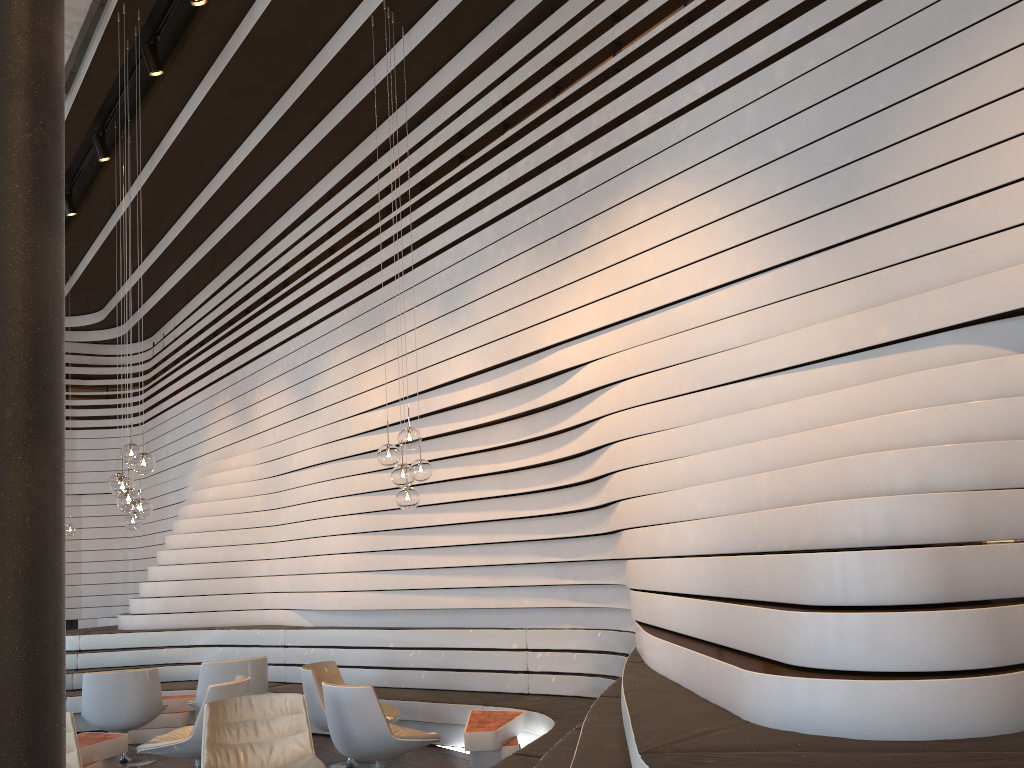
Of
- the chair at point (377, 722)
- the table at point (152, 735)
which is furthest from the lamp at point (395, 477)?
the table at point (152, 735)

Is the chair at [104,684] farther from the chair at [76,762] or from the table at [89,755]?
the chair at [76,762]

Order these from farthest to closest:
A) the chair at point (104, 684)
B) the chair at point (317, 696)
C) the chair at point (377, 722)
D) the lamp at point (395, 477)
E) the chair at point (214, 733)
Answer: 1. the chair at point (104, 684)
2. the chair at point (317, 696)
3. the lamp at point (395, 477)
4. the chair at point (377, 722)
5. the chair at point (214, 733)

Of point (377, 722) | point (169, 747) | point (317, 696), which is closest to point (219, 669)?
point (317, 696)

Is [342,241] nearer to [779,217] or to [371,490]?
[371,490]

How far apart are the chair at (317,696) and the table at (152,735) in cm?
197

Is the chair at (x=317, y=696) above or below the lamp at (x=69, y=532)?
below

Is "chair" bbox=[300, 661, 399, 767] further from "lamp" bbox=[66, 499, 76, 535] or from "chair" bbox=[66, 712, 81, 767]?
"lamp" bbox=[66, 499, 76, 535]

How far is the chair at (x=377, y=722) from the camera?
5.2 meters

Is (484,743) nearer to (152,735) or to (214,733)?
(214,733)
